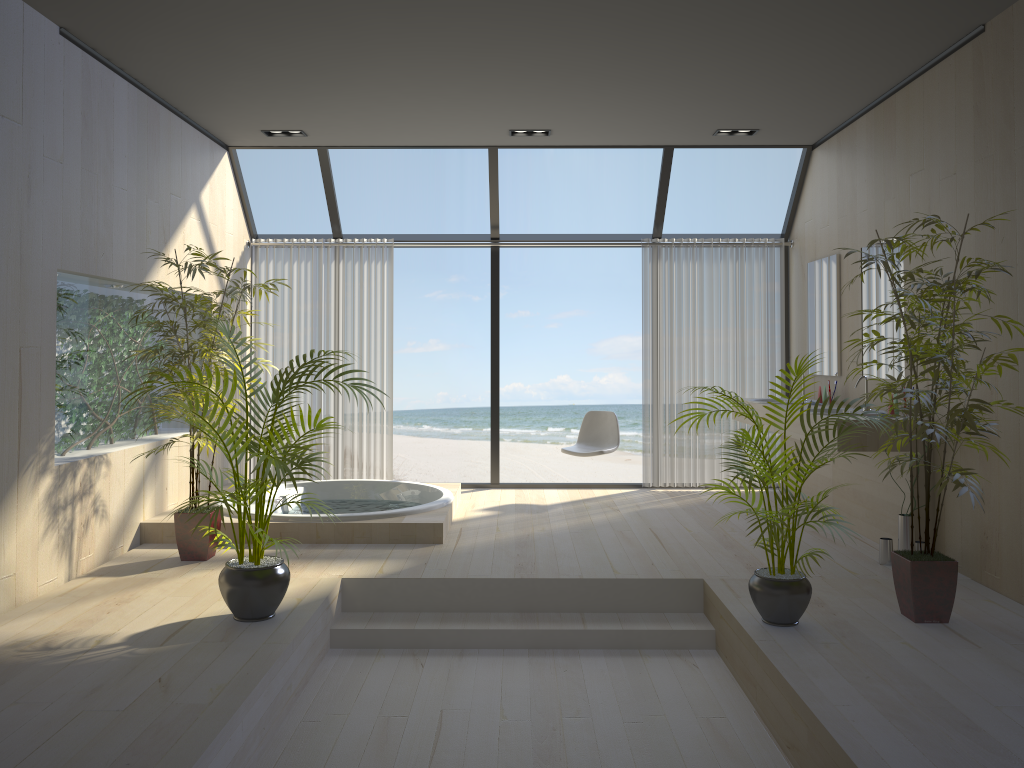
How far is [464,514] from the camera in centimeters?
633cm

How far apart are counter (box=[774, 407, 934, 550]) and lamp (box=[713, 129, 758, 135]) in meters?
2.2 m

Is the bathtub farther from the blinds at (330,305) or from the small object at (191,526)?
the blinds at (330,305)

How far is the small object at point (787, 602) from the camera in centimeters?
367cm

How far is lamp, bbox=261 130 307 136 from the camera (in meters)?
6.46

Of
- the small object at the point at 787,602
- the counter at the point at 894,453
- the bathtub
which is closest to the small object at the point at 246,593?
the bathtub

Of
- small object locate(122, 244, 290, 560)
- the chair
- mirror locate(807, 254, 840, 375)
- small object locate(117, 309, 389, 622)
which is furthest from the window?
small object locate(117, 309, 389, 622)

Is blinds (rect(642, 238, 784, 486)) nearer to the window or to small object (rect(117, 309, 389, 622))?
the window

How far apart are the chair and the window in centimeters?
75cm

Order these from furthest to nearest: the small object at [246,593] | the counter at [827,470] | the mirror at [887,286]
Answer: the counter at [827,470]
the mirror at [887,286]
the small object at [246,593]
